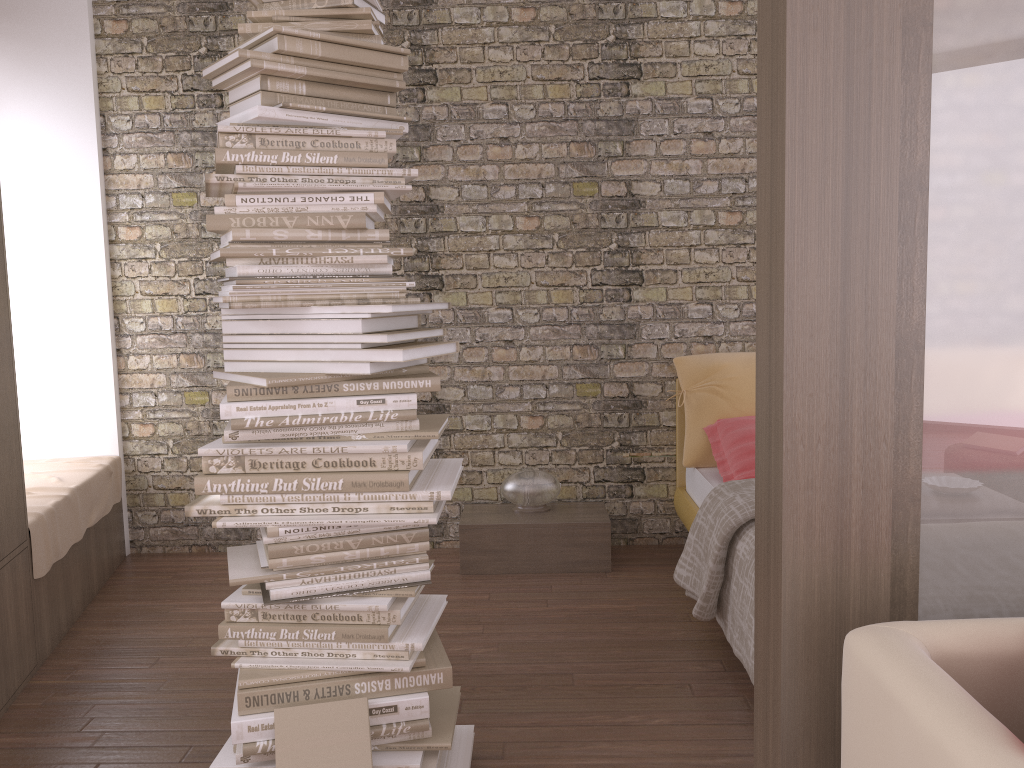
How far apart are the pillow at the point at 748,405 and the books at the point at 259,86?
2.39m

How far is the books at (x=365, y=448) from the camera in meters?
2.1

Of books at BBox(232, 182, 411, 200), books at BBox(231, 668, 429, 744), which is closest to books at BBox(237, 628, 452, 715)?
books at BBox(231, 668, 429, 744)

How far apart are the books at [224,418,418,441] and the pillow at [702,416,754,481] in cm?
196

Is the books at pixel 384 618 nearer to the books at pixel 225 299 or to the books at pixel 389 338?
the books at pixel 389 338

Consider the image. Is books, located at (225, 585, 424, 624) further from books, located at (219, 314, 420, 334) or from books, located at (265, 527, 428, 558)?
books, located at (219, 314, 420, 334)

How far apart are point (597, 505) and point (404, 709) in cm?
236

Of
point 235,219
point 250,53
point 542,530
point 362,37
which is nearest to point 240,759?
point 235,219

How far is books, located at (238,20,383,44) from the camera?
2.2 meters

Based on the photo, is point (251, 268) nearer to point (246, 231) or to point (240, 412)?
point (246, 231)
